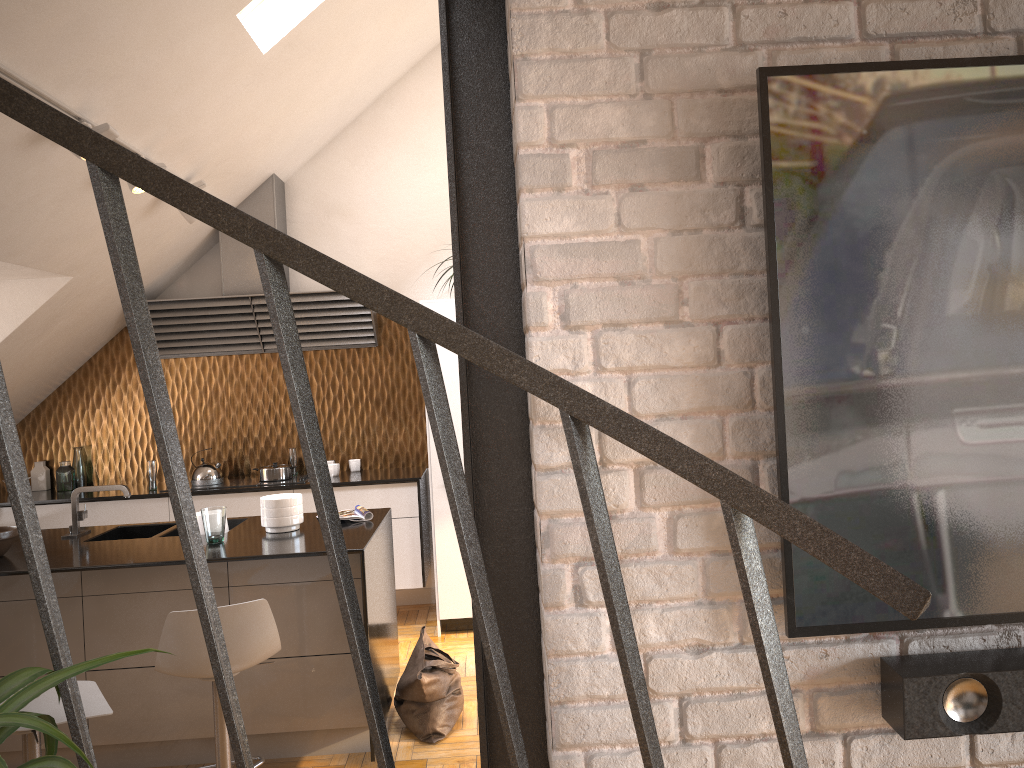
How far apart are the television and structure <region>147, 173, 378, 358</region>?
4.7 meters

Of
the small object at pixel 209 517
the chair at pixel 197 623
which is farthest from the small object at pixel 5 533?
the chair at pixel 197 623

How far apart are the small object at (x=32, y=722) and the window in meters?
3.8

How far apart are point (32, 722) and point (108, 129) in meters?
3.1

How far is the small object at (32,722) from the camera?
0.98m

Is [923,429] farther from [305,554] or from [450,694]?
[450,694]

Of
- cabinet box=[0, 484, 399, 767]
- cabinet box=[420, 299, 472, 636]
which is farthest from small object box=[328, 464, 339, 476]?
cabinet box=[0, 484, 399, 767]

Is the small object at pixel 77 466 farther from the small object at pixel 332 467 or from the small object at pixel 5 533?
the small object at pixel 5 533

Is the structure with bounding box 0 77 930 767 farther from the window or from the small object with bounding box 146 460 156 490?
the small object with bounding box 146 460 156 490

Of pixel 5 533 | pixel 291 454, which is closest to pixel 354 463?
pixel 291 454
